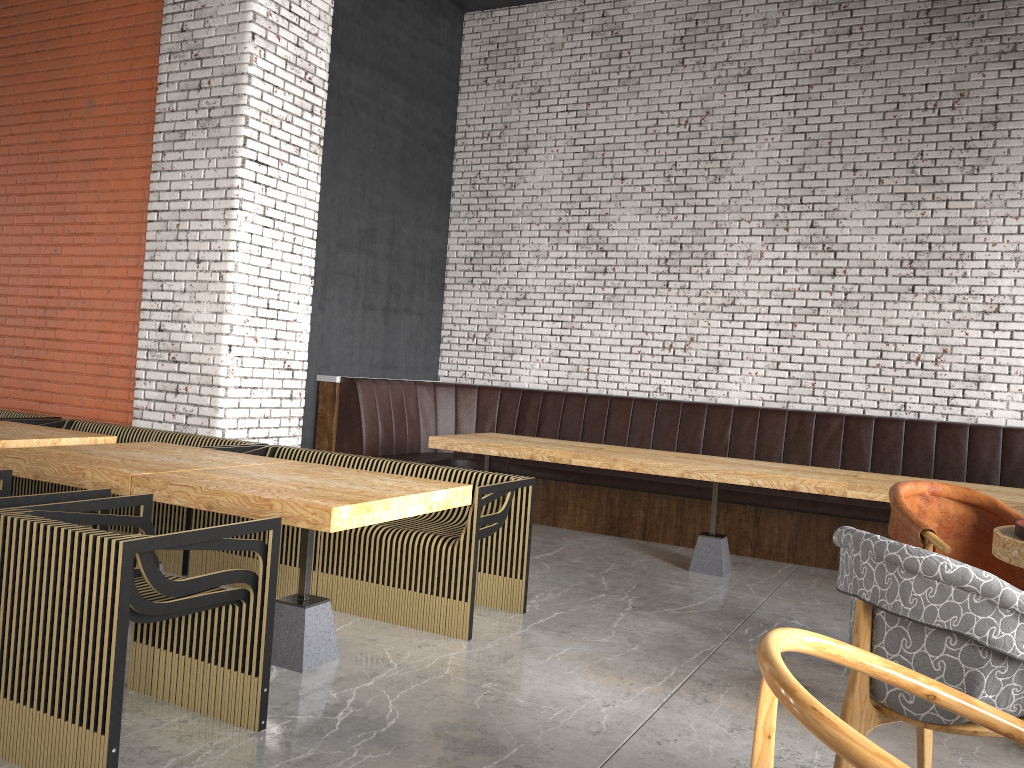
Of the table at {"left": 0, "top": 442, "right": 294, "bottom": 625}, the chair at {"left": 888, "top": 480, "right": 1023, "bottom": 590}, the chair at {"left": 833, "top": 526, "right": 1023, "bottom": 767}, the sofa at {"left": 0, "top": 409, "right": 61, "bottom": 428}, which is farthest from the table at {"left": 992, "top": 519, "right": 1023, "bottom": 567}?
the sofa at {"left": 0, "top": 409, "right": 61, "bottom": 428}

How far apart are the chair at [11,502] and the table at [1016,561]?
3.33m

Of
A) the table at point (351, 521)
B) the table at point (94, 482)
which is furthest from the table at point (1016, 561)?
the table at point (94, 482)

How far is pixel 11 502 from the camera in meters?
3.0 m

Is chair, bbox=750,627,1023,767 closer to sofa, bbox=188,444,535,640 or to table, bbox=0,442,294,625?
A: sofa, bbox=188,444,535,640

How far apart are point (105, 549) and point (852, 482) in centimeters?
433cm

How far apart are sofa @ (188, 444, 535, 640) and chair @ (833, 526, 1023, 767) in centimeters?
199cm

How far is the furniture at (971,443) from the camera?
6.58m

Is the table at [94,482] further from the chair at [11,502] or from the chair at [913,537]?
the chair at [913,537]

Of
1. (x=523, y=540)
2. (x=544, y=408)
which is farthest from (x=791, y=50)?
(x=523, y=540)
